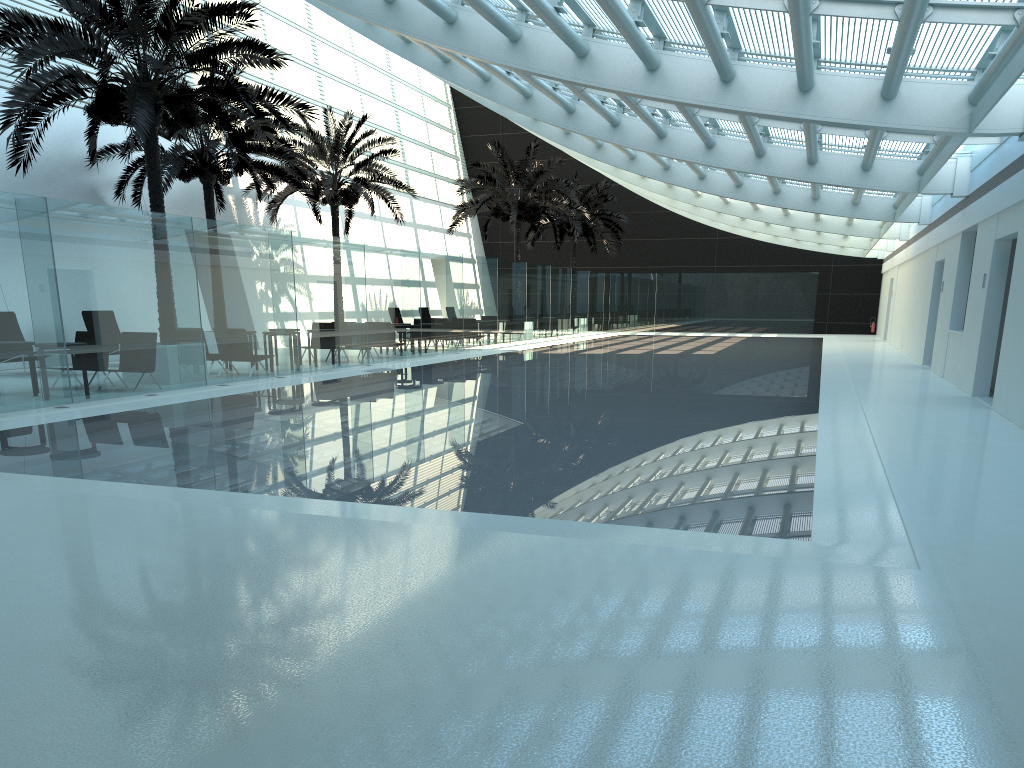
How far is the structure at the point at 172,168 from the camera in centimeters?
1991cm

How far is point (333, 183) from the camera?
25.2m

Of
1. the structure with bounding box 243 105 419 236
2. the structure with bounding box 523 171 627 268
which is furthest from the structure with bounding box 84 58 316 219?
the structure with bounding box 523 171 627 268

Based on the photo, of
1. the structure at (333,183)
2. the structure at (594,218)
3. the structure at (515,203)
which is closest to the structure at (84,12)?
the structure at (333,183)

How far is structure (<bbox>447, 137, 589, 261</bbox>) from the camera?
31.48m

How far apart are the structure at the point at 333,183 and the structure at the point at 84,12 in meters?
7.3

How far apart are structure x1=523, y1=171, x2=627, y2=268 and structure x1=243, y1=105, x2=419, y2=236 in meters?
11.8

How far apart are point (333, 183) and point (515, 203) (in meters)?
8.22

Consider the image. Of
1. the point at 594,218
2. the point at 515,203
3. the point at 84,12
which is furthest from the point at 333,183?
the point at 594,218

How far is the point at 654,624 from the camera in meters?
3.7 m
